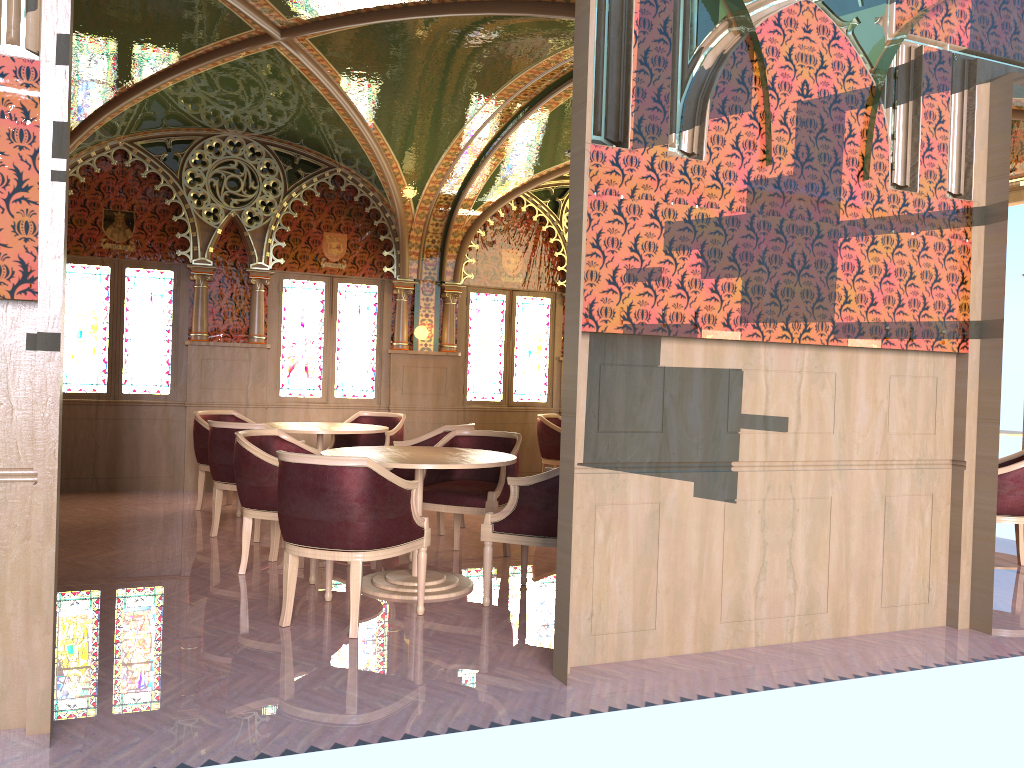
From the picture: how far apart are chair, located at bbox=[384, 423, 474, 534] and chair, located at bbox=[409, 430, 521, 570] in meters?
0.5 m

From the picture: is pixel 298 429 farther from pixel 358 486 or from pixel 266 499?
pixel 358 486

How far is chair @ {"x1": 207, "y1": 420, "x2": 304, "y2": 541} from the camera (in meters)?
6.33

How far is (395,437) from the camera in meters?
8.2

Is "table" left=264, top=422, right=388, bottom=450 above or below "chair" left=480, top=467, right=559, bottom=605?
above

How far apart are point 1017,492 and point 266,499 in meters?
4.9 m

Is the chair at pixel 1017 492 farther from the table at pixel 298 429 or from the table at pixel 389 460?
the table at pixel 298 429

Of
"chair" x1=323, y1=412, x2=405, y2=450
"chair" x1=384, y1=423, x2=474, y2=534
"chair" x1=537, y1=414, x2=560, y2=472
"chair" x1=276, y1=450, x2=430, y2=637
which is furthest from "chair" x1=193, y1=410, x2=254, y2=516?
"chair" x1=276, y1=450, x2=430, y2=637

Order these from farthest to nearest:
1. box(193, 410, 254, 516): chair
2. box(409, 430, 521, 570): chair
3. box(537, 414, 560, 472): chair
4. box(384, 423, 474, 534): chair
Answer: box(537, 414, 560, 472): chair → box(193, 410, 254, 516): chair → box(384, 423, 474, 534): chair → box(409, 430, 521, 570): chair

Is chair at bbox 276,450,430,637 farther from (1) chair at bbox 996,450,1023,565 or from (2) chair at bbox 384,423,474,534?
(1) chair at bbox 996,450,1023,565
